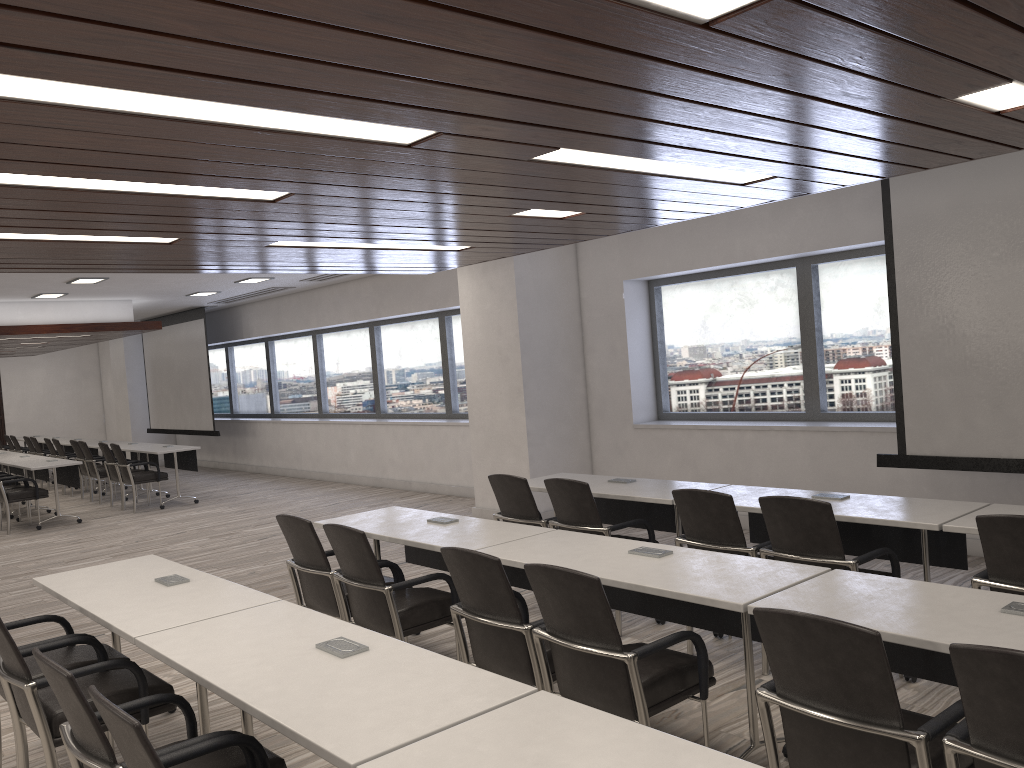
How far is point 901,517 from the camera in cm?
418

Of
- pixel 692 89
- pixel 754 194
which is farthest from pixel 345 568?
pixel 754 194

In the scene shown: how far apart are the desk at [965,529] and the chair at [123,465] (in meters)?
10.38

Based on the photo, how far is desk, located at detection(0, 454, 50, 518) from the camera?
12.42m

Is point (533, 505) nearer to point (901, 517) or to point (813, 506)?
point (813, 506)

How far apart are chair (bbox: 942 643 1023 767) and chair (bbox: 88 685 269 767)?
1.87m

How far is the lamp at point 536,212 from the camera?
5.0 meters

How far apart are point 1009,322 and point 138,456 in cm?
1162

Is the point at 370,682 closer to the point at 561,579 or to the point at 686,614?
the point at 561,579

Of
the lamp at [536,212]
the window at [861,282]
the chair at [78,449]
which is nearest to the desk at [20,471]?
the chair at [78,449]
